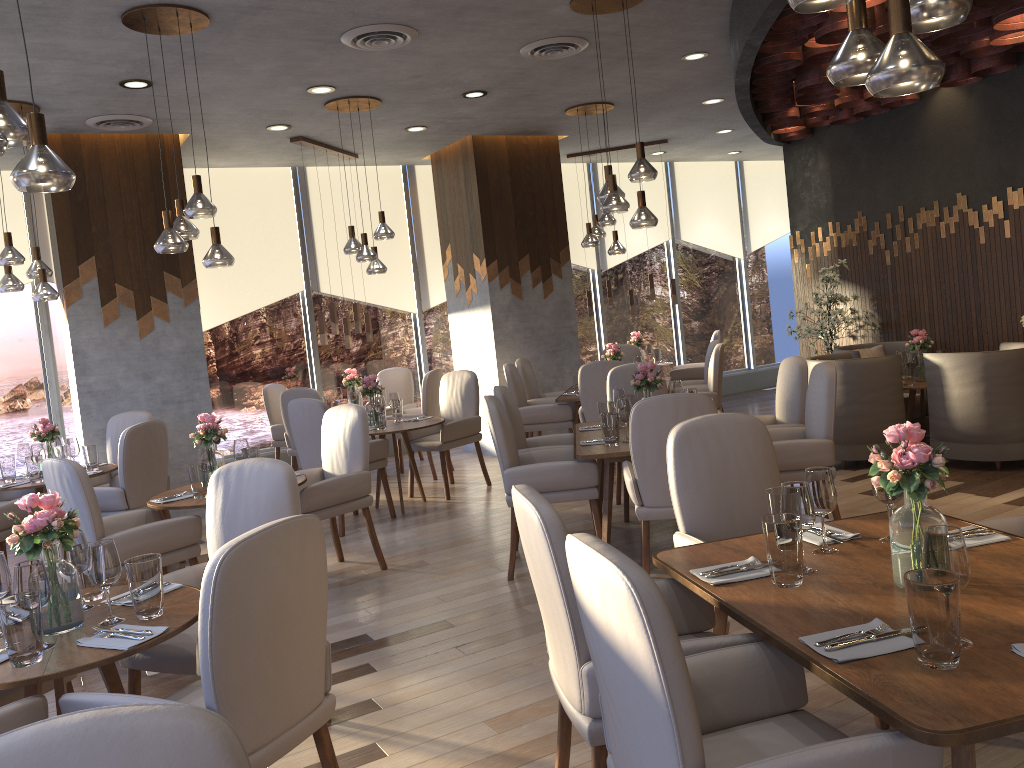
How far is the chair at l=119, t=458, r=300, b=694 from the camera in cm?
295

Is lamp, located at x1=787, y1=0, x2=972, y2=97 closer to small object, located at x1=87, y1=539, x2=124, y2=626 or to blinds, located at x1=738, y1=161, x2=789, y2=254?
small object, located at x1=87, y1=539, x2=124, y2=626

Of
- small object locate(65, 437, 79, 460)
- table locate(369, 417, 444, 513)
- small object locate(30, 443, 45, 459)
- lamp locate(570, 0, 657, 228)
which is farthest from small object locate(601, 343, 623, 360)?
small object locate(30, 443, 45, 459)

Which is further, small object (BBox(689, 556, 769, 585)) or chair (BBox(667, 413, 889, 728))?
chair (BBox(667, 413, 889, 728))

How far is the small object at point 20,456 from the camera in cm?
607

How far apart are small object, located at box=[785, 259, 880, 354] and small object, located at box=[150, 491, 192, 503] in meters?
5.5 m

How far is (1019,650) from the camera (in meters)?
1.79

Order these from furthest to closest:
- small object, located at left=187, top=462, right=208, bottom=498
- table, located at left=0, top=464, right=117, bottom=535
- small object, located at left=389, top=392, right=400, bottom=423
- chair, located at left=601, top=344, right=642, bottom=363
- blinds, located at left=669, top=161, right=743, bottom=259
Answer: blinds, located at left=669, top=161, right=743, bottom=259 → chair, located at left=601, top=344, right=642, bottom=363 → small object, located at left=389, top=392, right=400, bottom=423 → table, located at left=0, top=464, right=117, bottom=535 → small object, located at left=187, top=462, right=208, bottom=498

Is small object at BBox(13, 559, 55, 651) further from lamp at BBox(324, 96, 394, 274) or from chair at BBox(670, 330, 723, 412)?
chair at BBox(670, 330, 723, 412)

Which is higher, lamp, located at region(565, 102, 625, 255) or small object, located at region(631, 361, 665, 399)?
lamp, located at region(565, 102, 625, 255)
